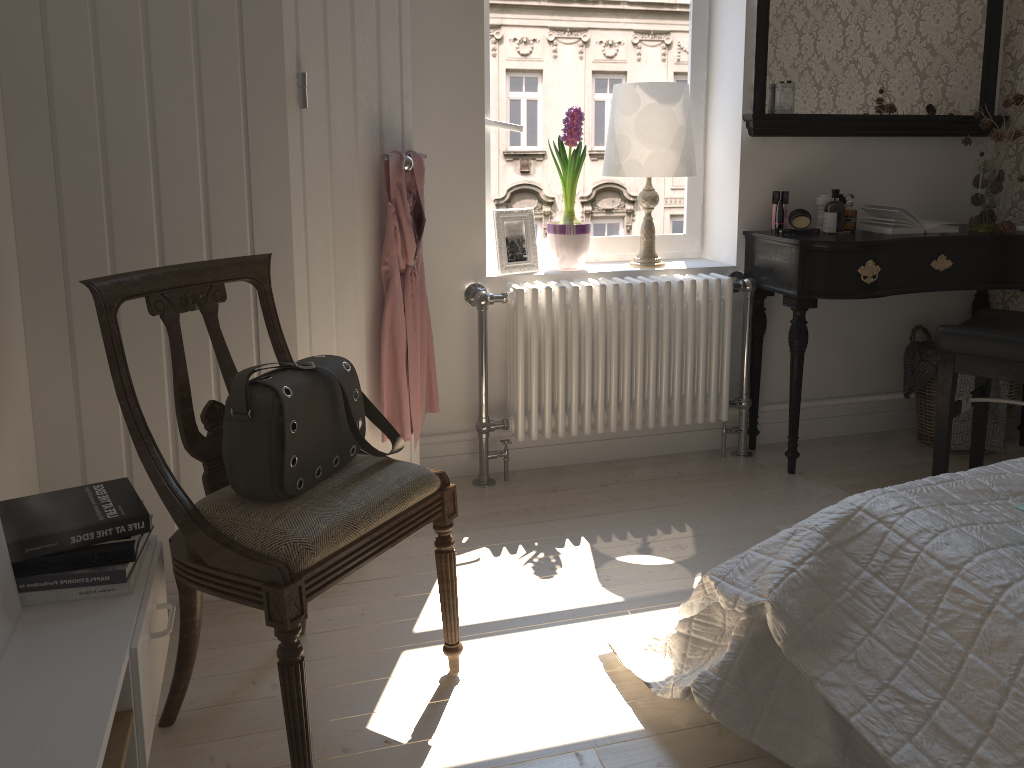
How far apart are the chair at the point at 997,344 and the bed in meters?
0.9

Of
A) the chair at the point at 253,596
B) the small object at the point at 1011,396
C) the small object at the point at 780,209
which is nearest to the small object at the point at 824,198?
the small object at the point at 780,209

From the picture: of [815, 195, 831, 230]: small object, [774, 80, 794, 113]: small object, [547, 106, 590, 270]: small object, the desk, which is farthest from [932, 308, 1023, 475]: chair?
[547, 106, 590, 270]: small object

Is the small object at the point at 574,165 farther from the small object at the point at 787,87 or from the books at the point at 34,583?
the books at the point at 34,583

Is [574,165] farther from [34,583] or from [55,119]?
[34,583]

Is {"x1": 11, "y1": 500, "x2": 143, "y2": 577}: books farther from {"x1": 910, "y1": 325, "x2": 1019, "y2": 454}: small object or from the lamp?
{"x1": 910, "y1": 325, "x2": 1019, "y2": 454}: small object

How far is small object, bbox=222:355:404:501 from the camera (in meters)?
1.60

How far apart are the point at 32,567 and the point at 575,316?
1.9 meters

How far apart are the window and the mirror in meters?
0.3 m

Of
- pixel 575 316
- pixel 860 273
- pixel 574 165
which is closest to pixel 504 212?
pixel 574 165
